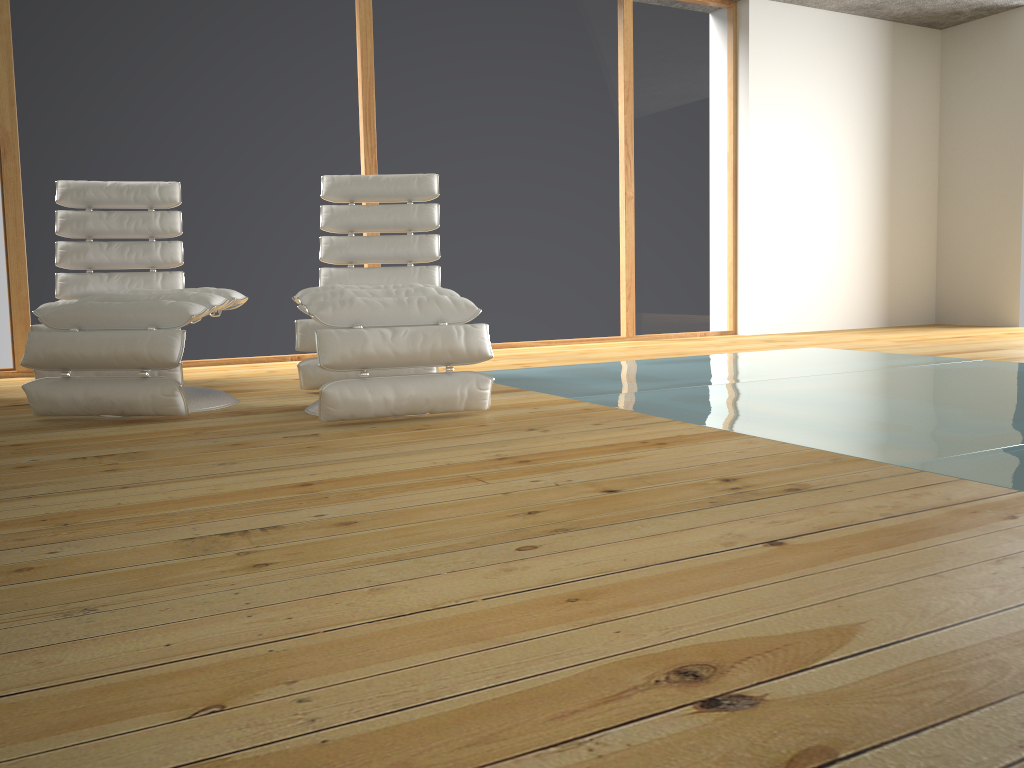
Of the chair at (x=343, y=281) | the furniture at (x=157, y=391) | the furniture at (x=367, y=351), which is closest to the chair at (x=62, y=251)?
the furniture at (x=157, y=391)

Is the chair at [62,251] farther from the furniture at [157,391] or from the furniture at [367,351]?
the furniture at [367,351]

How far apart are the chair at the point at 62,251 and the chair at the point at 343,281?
0.6 meters

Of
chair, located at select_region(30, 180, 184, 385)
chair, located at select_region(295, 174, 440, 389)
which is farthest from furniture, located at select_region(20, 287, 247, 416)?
chair, located at select_region(30, 180, 184, 385)

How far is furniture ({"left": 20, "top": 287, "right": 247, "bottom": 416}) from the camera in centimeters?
289cm

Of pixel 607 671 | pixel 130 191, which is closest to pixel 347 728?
pixel 607 671

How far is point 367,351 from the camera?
2.7 meters

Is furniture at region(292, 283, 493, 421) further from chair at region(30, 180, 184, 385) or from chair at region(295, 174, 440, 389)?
chair at region(30, 180, 184, 385)

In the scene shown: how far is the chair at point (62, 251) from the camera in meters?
4.2

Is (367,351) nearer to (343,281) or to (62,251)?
(343,281)
